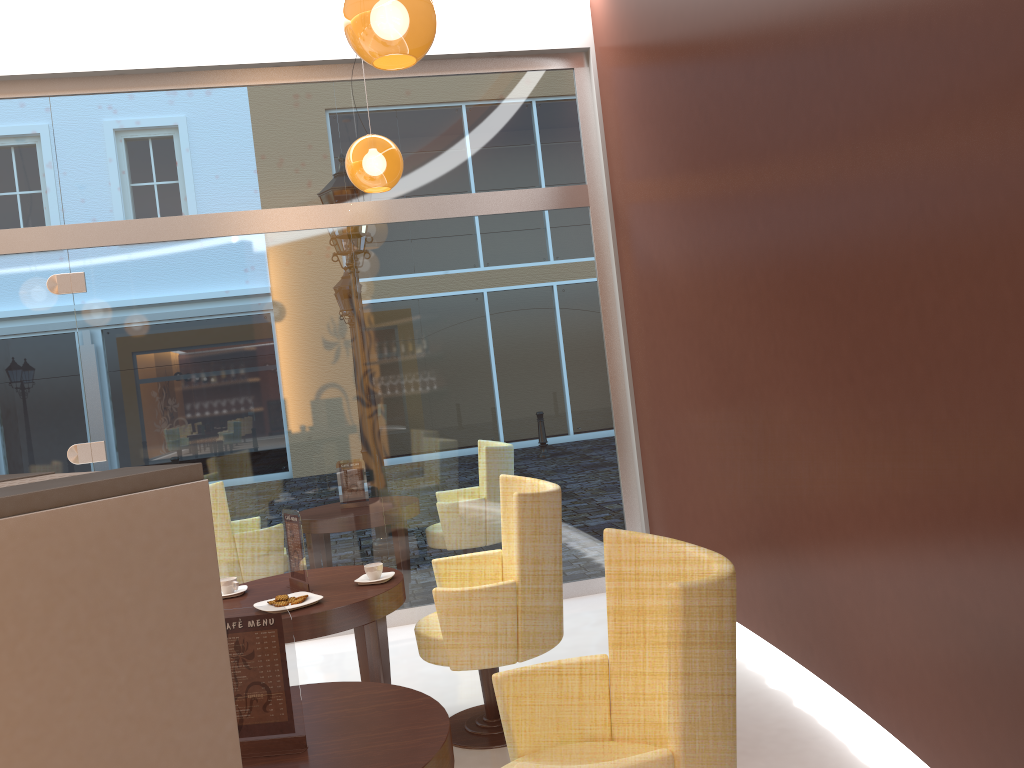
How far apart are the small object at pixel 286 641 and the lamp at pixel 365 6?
1.7 meters

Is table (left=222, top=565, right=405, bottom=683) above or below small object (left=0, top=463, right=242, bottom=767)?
below

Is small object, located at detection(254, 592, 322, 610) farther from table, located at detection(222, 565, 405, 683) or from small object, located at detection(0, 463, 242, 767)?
small object, located at detection(0, 463, 242, 767)

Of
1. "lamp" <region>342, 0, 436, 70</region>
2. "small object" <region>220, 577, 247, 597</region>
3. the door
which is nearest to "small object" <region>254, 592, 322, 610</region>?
"small object" <region>220, 577, 247, 597</region>

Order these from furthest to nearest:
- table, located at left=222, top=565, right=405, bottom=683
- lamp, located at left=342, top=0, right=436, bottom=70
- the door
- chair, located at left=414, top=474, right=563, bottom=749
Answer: the door → chair, located at left=414, top=474, right=563, bottom=749 → table, located at left=222, top=565, right=405, bottom=683 → lamp, located at left=342, top=0, right=436, bottom=70

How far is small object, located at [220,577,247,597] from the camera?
3.7m

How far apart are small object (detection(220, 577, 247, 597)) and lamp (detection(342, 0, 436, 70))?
2.2 meters

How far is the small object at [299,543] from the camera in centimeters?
369cm

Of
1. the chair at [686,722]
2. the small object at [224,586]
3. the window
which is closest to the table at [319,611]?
the small object at [224,586]

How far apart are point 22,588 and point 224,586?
3.5 meters
